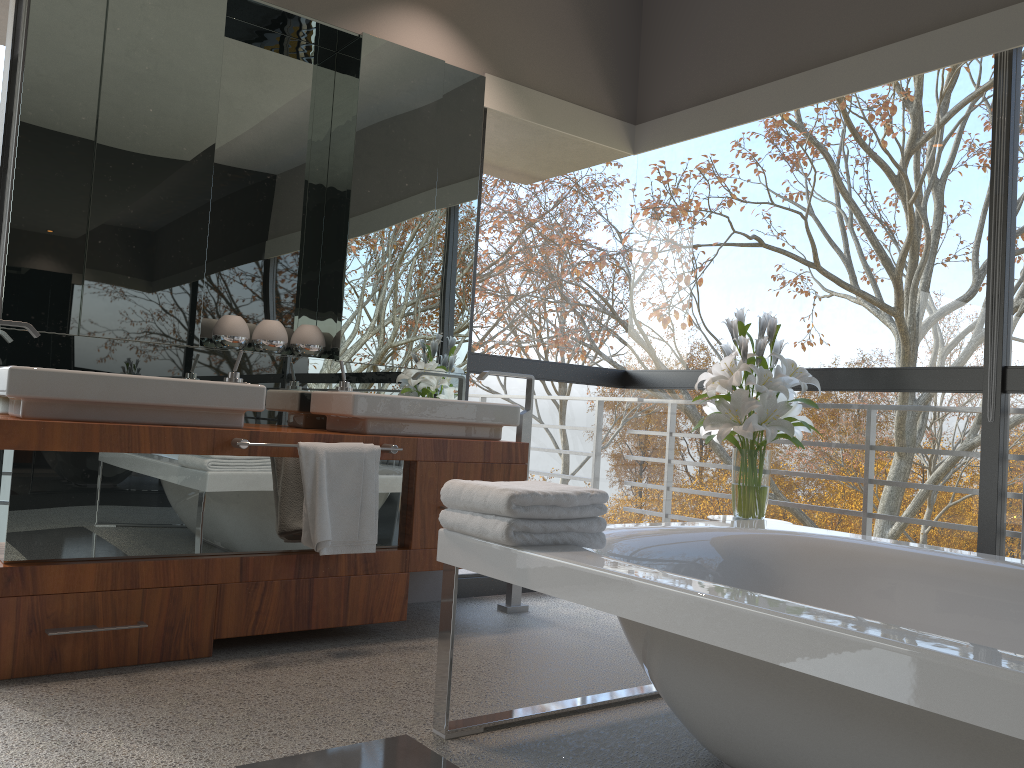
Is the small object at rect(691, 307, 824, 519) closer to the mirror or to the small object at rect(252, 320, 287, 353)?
the mirror

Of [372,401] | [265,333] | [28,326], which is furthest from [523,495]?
[265,333]

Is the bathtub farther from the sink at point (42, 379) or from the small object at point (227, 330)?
the small object at point (227, 330)

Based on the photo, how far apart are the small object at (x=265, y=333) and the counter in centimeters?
56cm

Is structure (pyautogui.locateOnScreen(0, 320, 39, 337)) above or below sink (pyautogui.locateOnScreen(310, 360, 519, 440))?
above

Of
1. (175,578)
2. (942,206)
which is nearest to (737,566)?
(175,578)

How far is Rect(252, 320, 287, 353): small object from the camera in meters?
3.4 m

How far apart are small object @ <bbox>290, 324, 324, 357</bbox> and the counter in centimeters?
58cm

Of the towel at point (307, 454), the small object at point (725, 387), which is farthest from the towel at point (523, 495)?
the small object at point (725, 387)

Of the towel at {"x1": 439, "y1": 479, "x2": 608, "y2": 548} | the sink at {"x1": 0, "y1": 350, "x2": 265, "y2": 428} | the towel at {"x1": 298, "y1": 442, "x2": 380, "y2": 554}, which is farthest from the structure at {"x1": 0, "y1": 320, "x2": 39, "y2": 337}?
the towel at {"x1": 439, "y1": 479, "x2": 608, "y2": 548}
